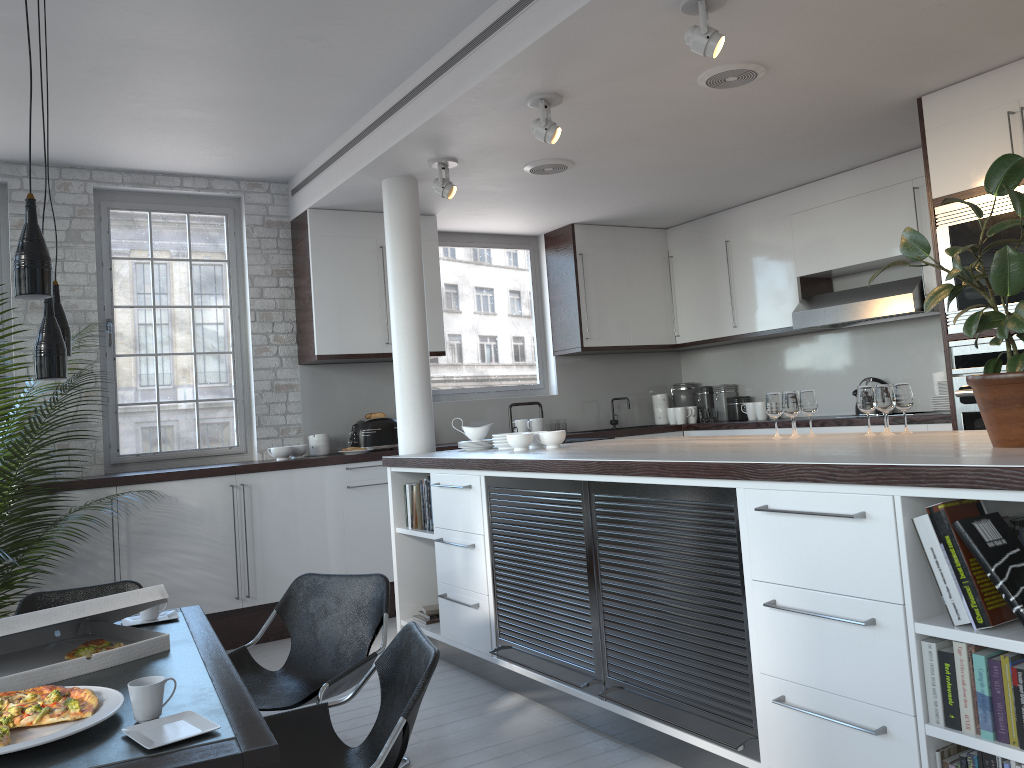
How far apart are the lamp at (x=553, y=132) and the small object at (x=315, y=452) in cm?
315

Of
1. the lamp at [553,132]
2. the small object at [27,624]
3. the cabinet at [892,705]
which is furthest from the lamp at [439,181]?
the small object at [27,624]

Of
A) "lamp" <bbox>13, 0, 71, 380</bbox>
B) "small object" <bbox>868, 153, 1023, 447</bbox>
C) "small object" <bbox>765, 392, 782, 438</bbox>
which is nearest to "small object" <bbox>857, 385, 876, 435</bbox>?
"small object" <bbox>765, 392, 782, 438</bbox>

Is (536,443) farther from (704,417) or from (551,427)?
(704,417)

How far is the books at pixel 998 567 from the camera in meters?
2.3

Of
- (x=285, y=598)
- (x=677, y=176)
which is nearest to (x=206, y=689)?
(x=285, y=598)

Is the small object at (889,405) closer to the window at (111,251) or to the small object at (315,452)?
the small object at (315,452)

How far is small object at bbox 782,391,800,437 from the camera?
4.1 meters

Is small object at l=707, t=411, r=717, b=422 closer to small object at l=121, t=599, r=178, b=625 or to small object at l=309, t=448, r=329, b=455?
small object at l=309, t=448, r=329, b=455

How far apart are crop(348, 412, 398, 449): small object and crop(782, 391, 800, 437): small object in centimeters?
338cm
